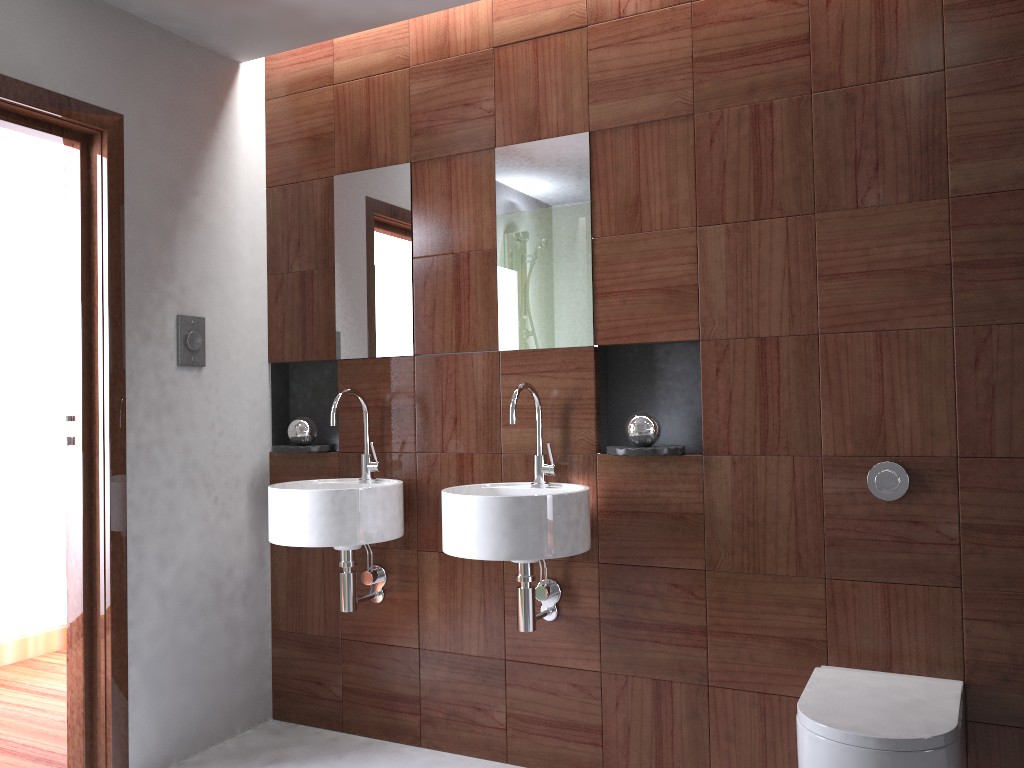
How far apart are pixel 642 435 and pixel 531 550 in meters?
0.5 m

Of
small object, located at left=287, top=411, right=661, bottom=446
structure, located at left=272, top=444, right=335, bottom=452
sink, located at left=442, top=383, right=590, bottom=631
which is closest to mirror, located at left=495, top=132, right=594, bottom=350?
sink, located at left=442, top=383, right=590, bottom=631

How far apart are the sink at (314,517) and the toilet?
1.2m

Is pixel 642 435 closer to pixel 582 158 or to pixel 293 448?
pixel 582 158

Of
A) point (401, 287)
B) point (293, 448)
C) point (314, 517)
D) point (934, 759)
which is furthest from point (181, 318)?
point (934, 759)

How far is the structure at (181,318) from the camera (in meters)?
2.83

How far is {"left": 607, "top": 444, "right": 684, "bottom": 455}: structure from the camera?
2.43m

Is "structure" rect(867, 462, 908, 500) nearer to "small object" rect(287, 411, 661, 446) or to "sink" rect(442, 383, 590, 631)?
"small object" rect(287, 411, 661, 446)

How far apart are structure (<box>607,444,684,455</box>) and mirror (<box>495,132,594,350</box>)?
0.3 meters

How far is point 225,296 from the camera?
3.0m
